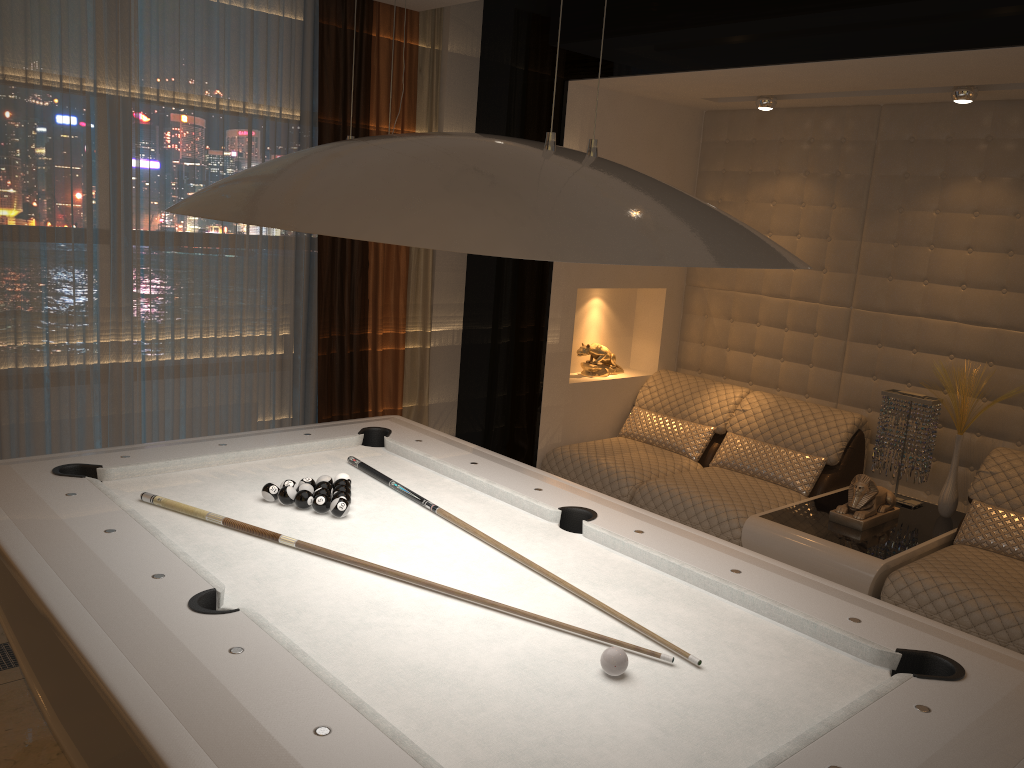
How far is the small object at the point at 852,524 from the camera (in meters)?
3.79

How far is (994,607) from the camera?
3.1 meters

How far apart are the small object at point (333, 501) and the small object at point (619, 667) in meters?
1.0

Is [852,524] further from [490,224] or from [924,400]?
[490,224]

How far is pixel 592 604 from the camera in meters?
2.1

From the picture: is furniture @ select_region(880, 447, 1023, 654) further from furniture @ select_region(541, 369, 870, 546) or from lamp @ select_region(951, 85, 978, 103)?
lamp @ select_region(951, 85, 978, 103)

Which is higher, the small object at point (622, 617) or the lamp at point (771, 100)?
the lamp at point (771, 100)

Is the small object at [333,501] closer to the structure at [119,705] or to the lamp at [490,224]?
the structure at [119,705]

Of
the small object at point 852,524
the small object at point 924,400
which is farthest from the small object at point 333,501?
the small object at point 924,400

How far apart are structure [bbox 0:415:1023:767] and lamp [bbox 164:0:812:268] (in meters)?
0.80
